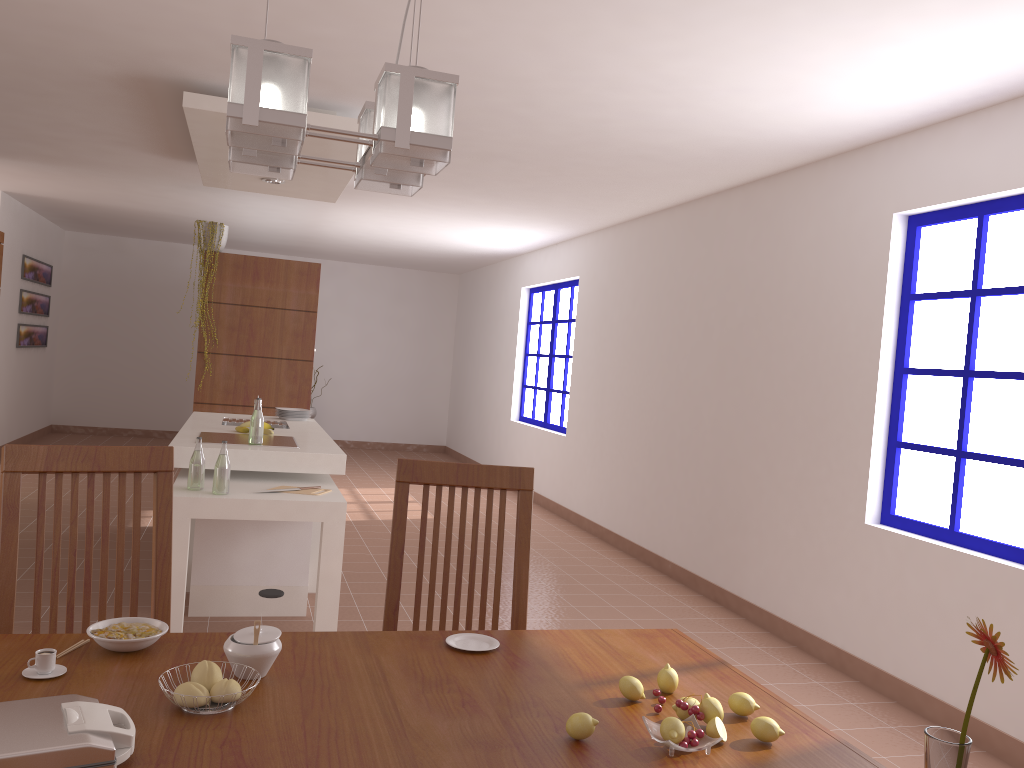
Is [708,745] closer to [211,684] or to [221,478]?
[211,684]

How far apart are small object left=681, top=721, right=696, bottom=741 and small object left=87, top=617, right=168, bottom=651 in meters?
0.9 m

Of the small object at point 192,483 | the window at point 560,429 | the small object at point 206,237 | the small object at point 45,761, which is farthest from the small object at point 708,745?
the window at point 560,429

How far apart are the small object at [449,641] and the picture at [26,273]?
8.90m

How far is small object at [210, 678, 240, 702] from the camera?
1.36m

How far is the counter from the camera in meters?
4.2 m

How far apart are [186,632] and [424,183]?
3.4m

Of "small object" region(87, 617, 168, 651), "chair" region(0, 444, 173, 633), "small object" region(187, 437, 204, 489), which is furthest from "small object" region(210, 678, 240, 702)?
"small object" region(187, 437, 204, 489)

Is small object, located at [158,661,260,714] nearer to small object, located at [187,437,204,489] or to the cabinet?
small object, located at [187,437,204,489]

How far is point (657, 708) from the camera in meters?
1.5
